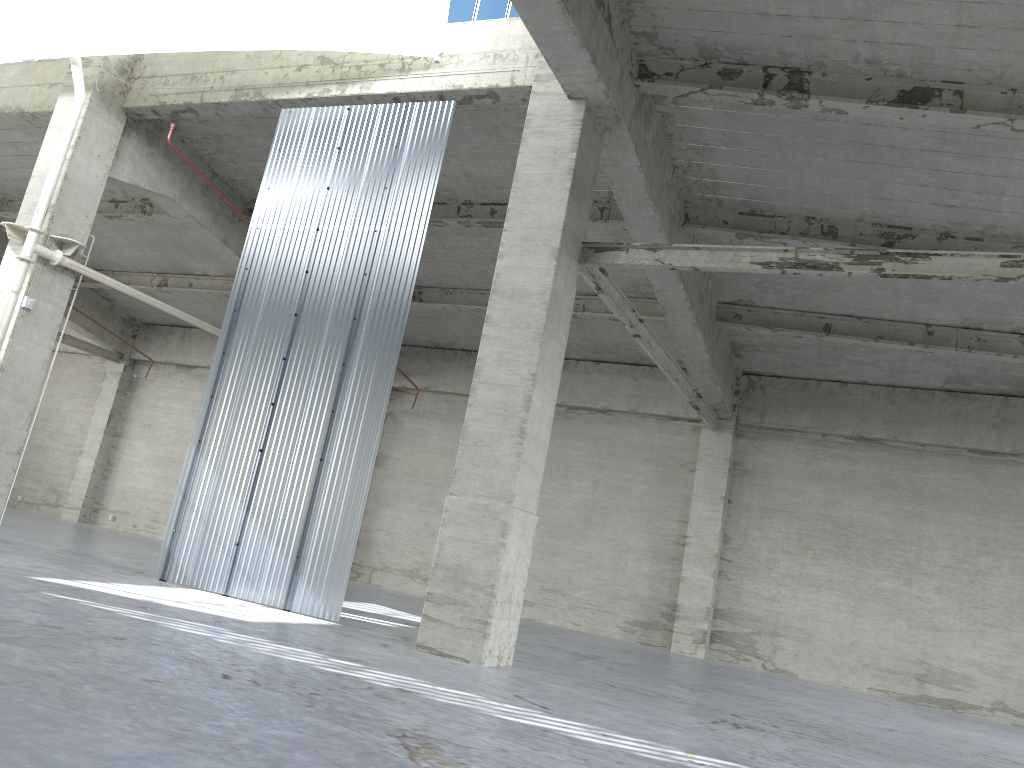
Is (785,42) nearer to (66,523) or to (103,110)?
(103,110)

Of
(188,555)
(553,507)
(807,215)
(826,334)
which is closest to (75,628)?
(188,555)

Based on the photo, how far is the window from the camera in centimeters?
1837cm

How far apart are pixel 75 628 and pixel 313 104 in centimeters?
1323cm

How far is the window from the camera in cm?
1837
